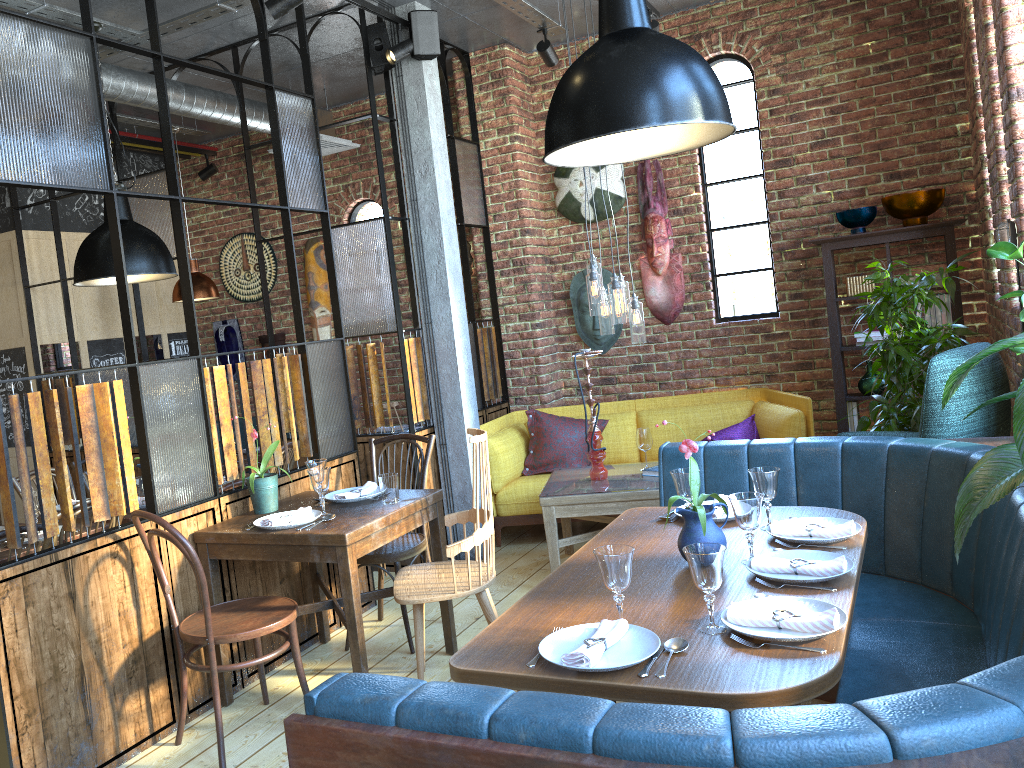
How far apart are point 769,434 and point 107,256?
3.9m

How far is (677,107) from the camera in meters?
2.2

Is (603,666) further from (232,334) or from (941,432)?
(232,334)

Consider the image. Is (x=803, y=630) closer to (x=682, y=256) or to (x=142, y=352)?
(x=682, y=256)

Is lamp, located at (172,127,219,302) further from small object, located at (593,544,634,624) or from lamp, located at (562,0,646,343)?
small object, located at (593,544,634,624)

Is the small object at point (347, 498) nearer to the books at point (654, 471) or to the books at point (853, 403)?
the books at point (654, 471)

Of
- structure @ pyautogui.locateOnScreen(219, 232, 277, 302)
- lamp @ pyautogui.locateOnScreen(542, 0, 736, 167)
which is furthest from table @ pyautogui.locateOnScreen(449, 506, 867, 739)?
structure @ pyautogui.locateOnScreen(219, 232, 277, 302)

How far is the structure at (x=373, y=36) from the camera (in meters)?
5.03

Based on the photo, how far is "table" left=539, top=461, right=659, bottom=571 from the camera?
4.5 meters

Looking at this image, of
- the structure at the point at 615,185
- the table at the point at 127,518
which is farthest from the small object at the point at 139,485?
the structure at the point at 615,185
